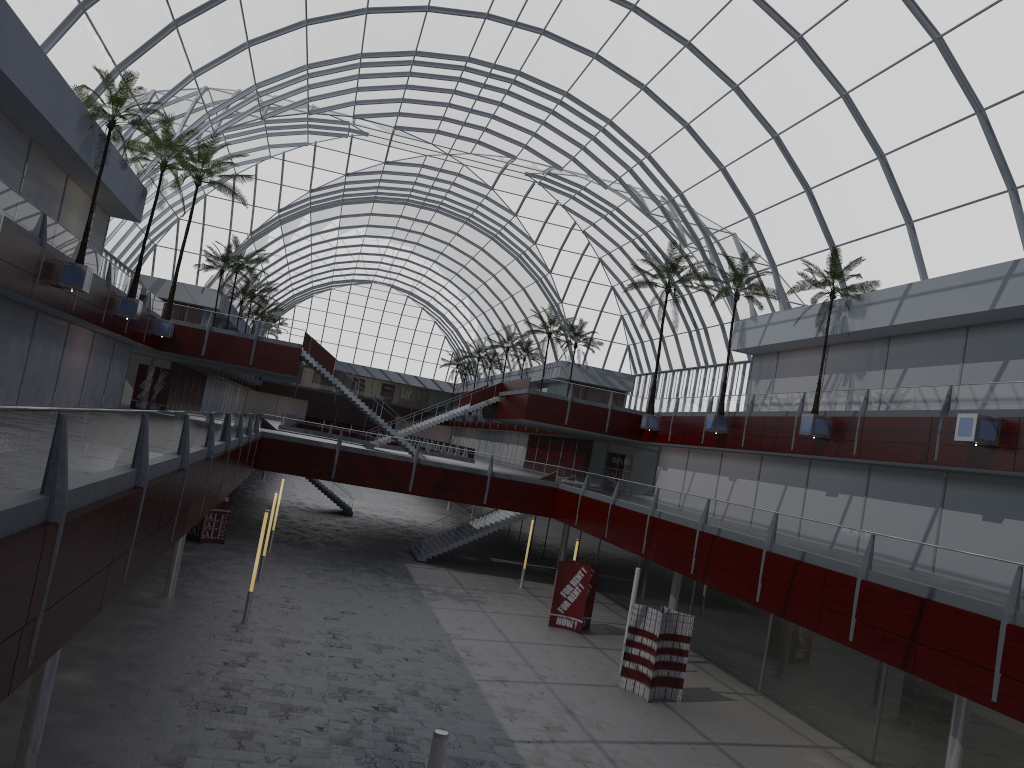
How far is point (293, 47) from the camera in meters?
47.4
